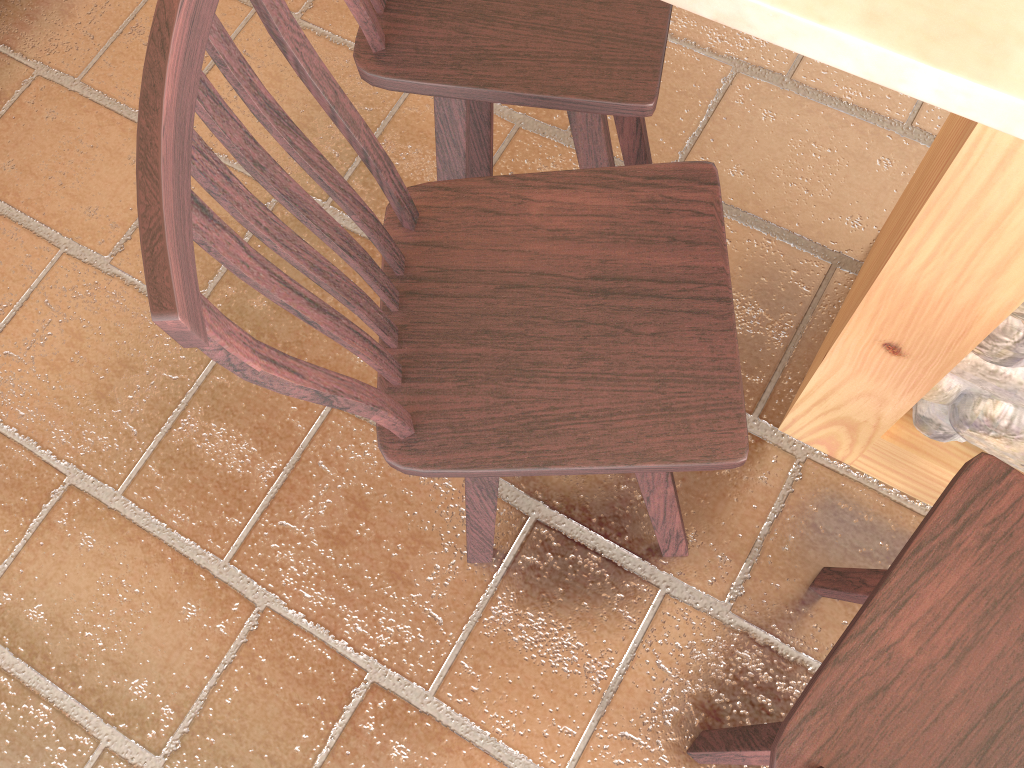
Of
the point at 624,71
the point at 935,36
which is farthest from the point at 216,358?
the point at 624,71

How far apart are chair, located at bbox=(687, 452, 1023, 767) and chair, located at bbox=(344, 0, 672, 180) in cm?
58

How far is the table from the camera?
0.67m

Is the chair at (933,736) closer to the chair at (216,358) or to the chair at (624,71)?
the chair at (216,358)

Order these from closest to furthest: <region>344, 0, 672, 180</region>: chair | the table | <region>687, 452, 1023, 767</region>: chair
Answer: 1. the table
2. <region>687, 452, 1023, 767</region>: chair
3. <region>344, 0, 672, 180</region>: chair

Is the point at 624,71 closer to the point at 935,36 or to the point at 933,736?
the point at 935,36

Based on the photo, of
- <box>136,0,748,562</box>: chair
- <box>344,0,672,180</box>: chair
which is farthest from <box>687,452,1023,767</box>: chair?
<box>344,0,672,180</box>: chair

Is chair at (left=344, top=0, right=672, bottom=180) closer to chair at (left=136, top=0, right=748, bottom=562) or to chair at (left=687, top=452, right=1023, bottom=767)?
chair at (left=136, top=0, right=748, bottom=562)

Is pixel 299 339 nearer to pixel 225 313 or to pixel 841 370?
pixel 225 313

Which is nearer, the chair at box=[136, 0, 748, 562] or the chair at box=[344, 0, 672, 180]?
the chair at box=[136, 0, 748, 562]
